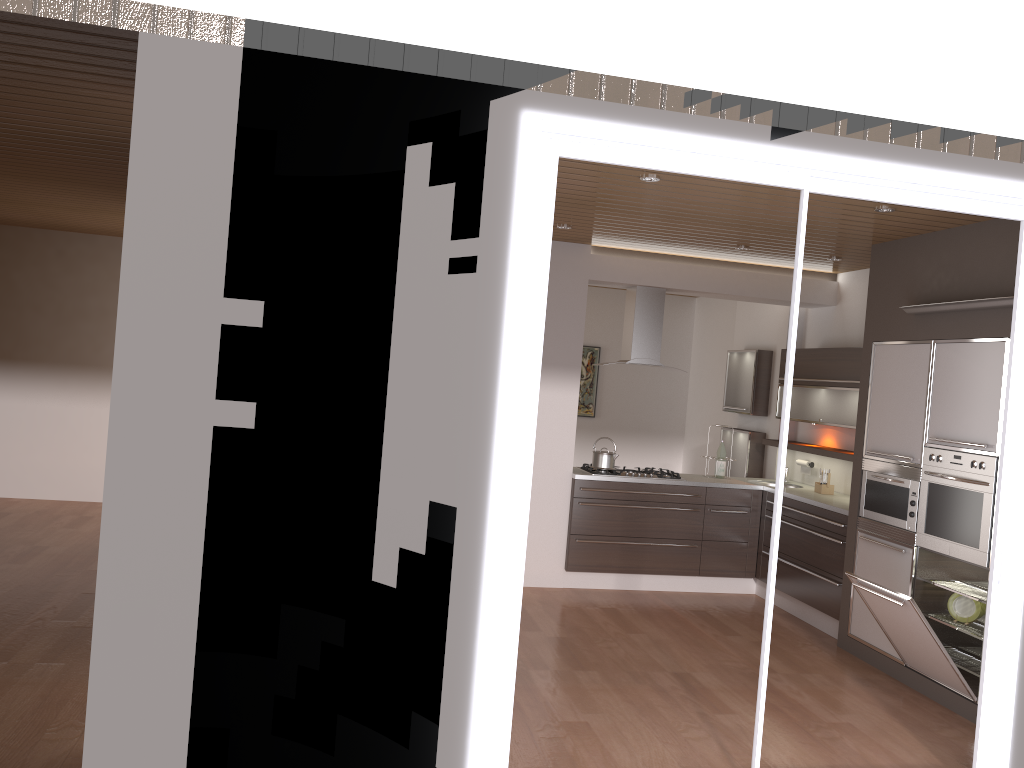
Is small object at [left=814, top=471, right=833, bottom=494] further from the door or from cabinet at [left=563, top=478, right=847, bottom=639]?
the door

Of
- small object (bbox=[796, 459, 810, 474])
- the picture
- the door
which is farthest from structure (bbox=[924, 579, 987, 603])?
the picture

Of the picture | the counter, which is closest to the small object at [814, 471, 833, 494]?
the counter

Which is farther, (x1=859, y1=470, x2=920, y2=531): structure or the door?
(x1=859, y1=470, x2=920, y2=531): structure

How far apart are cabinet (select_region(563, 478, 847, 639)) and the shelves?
0.46m

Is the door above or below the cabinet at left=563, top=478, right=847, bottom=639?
above

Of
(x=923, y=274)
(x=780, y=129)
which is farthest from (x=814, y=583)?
(x=780, y=129)

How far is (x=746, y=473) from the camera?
8.0m

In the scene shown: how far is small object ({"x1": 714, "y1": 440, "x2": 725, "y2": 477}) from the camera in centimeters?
750cm

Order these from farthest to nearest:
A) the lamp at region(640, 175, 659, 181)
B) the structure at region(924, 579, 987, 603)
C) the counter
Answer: the counter
the structure at region(924, 579, 987, 603)
the lamp at region(640, 175, 659, 181)
